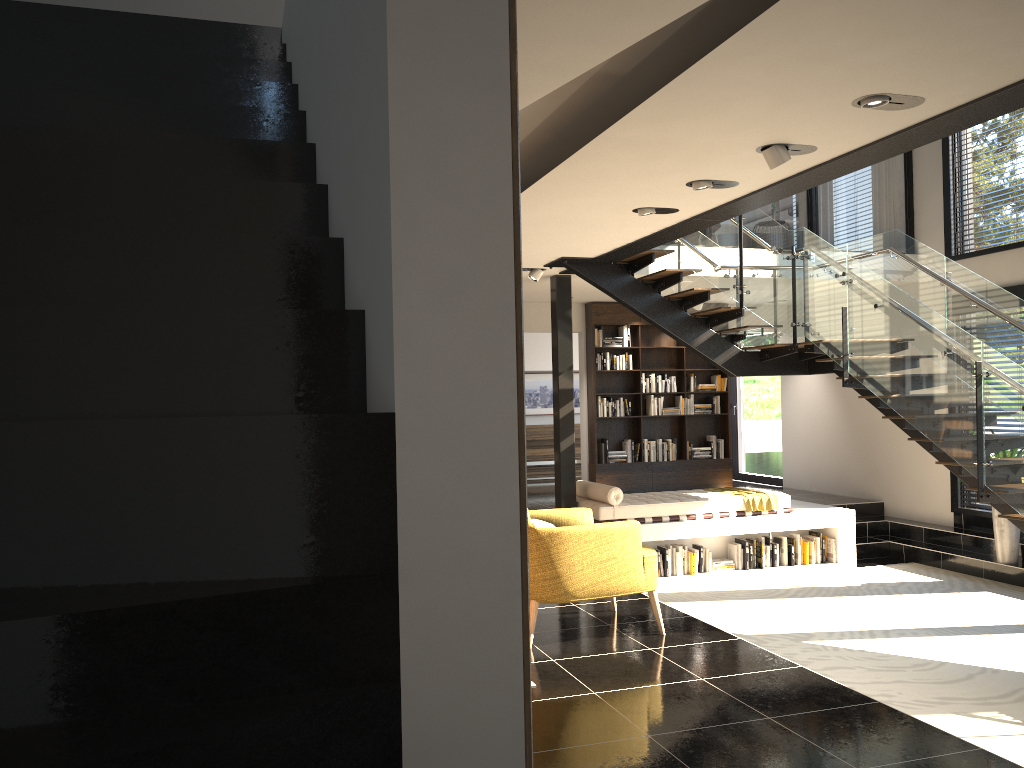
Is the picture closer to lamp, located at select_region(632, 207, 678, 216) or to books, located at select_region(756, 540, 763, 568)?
books, located at select_region(756, 540, 763, 568)

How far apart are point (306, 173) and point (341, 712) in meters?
1.6

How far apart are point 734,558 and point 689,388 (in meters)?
3.53

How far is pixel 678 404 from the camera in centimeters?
1239cm

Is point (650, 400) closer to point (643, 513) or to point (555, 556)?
point (643, 513)

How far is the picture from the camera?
15.6 meters

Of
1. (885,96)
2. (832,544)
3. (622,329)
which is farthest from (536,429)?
(885,96)

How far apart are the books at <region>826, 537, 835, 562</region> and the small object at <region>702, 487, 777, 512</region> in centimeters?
82cm

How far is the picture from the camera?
15.6 meters

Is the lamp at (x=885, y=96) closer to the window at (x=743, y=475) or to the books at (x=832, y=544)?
the books at (x=832, y=544)
